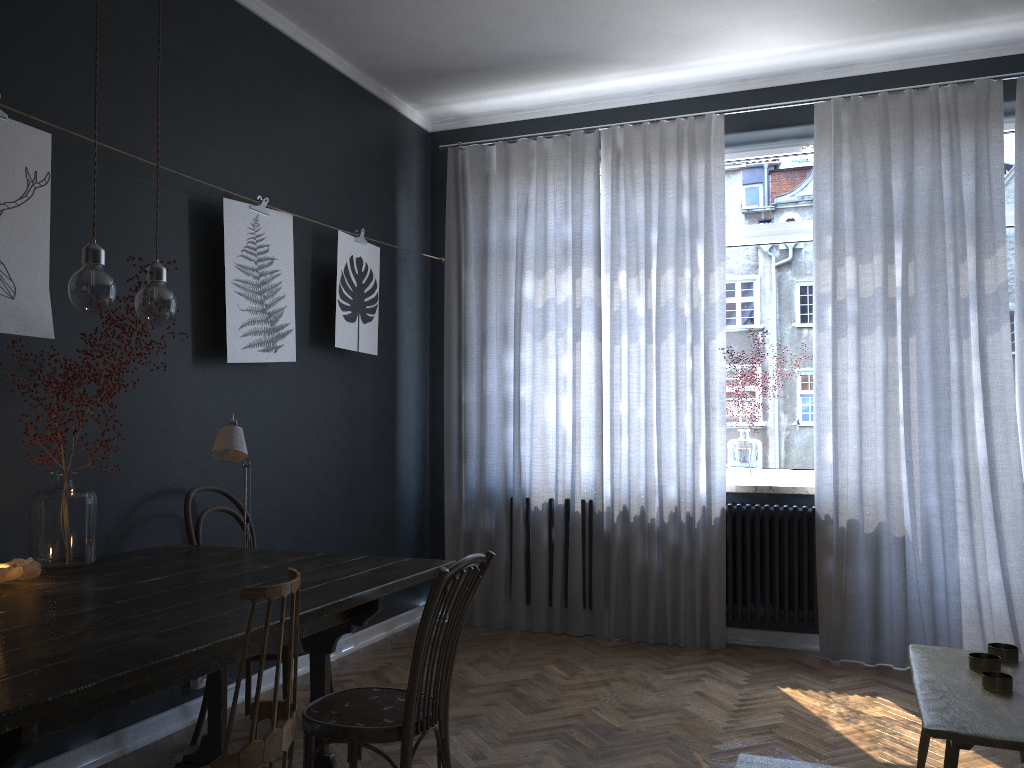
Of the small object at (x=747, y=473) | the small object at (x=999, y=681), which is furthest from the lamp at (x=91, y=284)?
the small object at (x=747, y=473)

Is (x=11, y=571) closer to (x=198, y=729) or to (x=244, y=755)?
(x=244, y=755)

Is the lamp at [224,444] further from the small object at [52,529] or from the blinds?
the blinds

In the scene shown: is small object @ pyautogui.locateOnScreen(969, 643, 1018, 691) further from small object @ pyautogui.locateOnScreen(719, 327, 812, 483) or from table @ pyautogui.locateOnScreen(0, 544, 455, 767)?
small object @ pyautogui.locateOnScreen(719, 327, 812, 483)

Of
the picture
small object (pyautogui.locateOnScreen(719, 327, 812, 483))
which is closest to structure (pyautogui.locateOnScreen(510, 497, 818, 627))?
small object (pyautogui.locateOnScreen(719, 327, 812, 483))

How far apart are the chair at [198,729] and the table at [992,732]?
2.0 meters

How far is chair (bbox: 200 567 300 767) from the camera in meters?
1.6

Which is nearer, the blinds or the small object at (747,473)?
the blinds

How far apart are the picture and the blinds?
0.64m

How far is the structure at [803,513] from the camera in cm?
443
